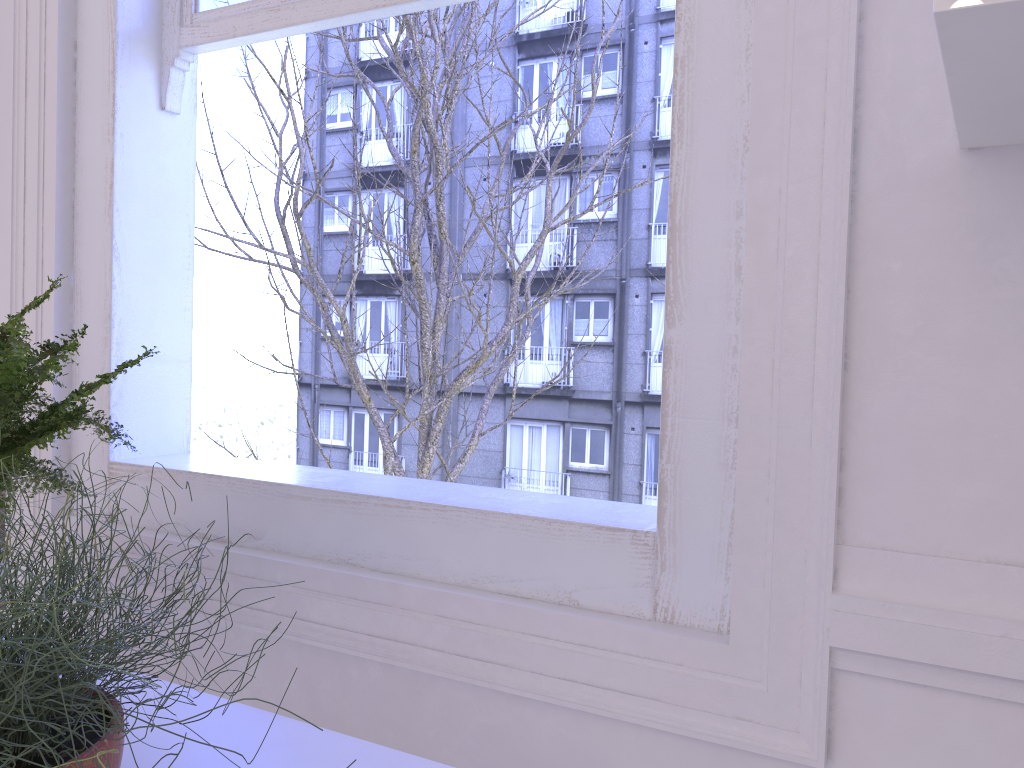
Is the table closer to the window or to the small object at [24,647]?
the small object at [24,647]

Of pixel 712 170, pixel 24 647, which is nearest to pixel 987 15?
pixel 712 170

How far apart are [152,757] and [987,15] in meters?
0.9

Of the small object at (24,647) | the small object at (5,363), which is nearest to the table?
the small object at (24,647)

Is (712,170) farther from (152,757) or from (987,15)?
(152,757)

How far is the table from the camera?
0.9m

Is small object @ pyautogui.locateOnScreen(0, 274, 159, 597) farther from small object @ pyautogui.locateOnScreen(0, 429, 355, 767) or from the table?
the table

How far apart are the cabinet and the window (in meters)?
0.23

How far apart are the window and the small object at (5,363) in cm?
43

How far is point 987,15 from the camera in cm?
55
